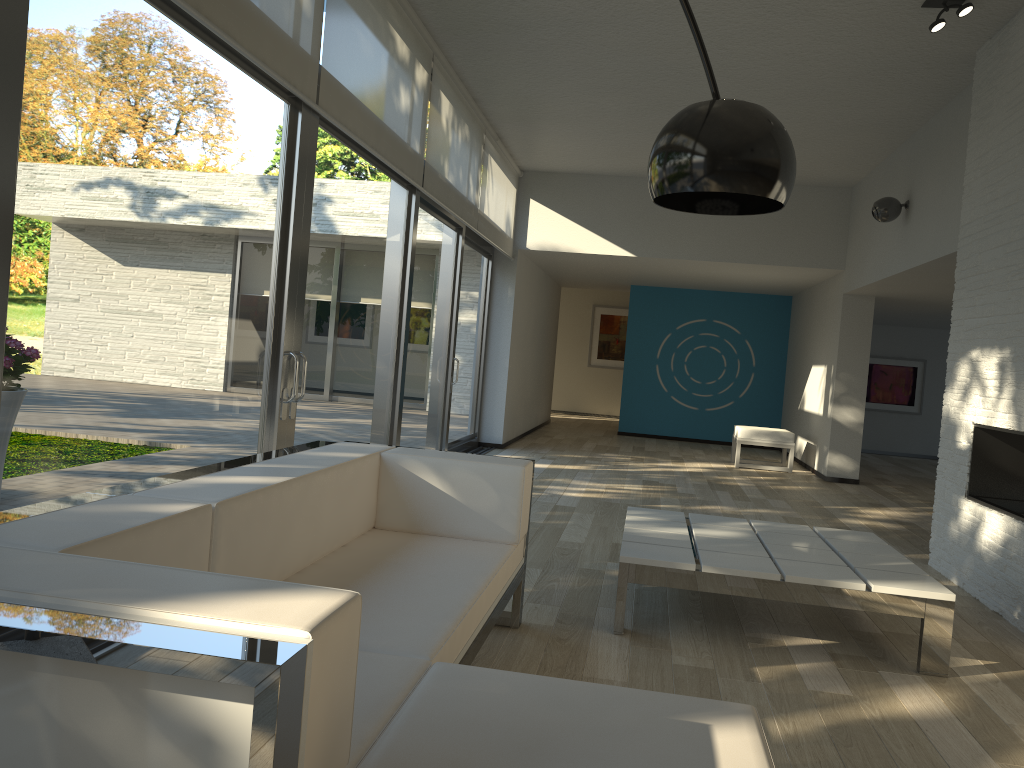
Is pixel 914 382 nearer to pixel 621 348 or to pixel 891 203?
pixel 621 348

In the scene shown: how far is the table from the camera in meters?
3.3 m

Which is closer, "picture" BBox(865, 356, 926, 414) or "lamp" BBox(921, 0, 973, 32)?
"lamp" BBox(921, 0, 973, 32)

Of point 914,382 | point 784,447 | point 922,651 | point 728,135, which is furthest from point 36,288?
point 914,382

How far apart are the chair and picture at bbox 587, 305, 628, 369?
6.51m

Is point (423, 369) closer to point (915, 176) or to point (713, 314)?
point (915, 176)

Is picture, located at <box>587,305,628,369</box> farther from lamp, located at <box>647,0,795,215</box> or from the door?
lamp, located at <box>647,0,795,215</box>

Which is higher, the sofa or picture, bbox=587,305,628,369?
picture, bbox=587,305,628,369

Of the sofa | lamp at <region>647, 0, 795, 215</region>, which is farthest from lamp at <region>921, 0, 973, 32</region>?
lamp at <region>647, 0, 795, 215</region>

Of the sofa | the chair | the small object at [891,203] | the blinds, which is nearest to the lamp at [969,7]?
the small object at [891,203]
